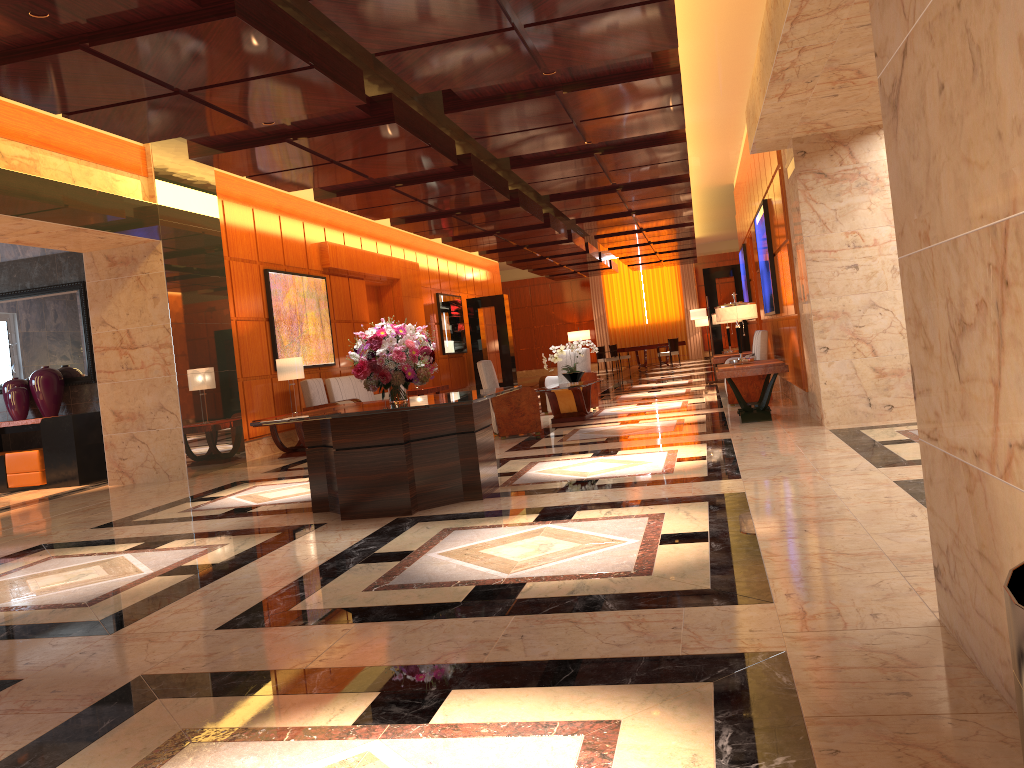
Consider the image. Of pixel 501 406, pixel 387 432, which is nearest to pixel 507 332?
pixel 501 406

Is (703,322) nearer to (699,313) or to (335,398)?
(699,313)

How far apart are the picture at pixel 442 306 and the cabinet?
10.2m

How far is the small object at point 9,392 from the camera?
11.2 meters

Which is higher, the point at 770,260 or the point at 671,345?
the point at 770,260

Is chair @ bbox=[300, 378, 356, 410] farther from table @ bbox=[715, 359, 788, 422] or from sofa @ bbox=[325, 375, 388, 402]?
table @ bbox=[715, 359, 788, 422]

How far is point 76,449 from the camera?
10.8m

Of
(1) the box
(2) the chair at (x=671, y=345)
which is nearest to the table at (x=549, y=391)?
(1) the box

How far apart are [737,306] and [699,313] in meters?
7.0 m

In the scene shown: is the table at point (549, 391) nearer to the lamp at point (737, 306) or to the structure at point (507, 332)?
the lamp at point (737, 306)
